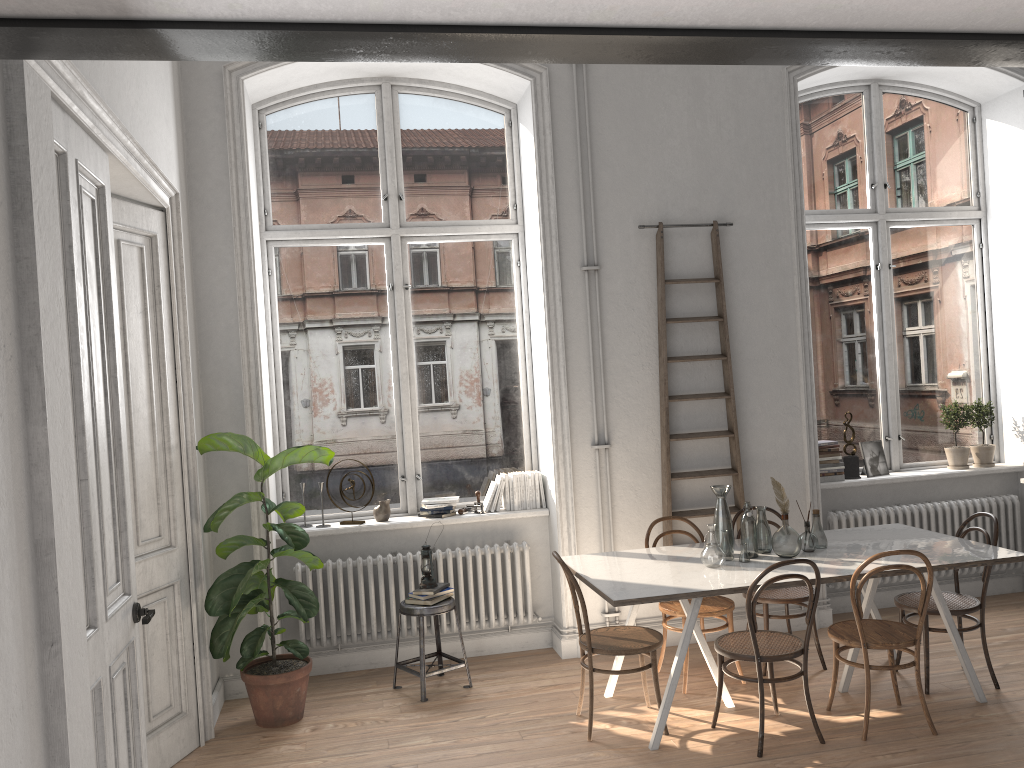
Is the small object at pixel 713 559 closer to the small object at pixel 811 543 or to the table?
the table

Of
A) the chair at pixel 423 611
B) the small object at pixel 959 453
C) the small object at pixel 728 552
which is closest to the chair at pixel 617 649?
the small object at pixel 728 552

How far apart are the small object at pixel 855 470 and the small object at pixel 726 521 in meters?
2.0 m

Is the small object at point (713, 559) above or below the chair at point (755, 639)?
above

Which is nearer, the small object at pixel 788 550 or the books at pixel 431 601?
the small object at pixel 788 550

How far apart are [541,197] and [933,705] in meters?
3.7 m

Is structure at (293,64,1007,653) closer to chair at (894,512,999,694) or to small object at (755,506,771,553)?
small object at (755,506,771,553)

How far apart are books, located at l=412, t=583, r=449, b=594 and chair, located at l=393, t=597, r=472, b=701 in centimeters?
8cm

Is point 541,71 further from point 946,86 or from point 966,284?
point 966,284

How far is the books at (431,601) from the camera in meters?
5.2 m
